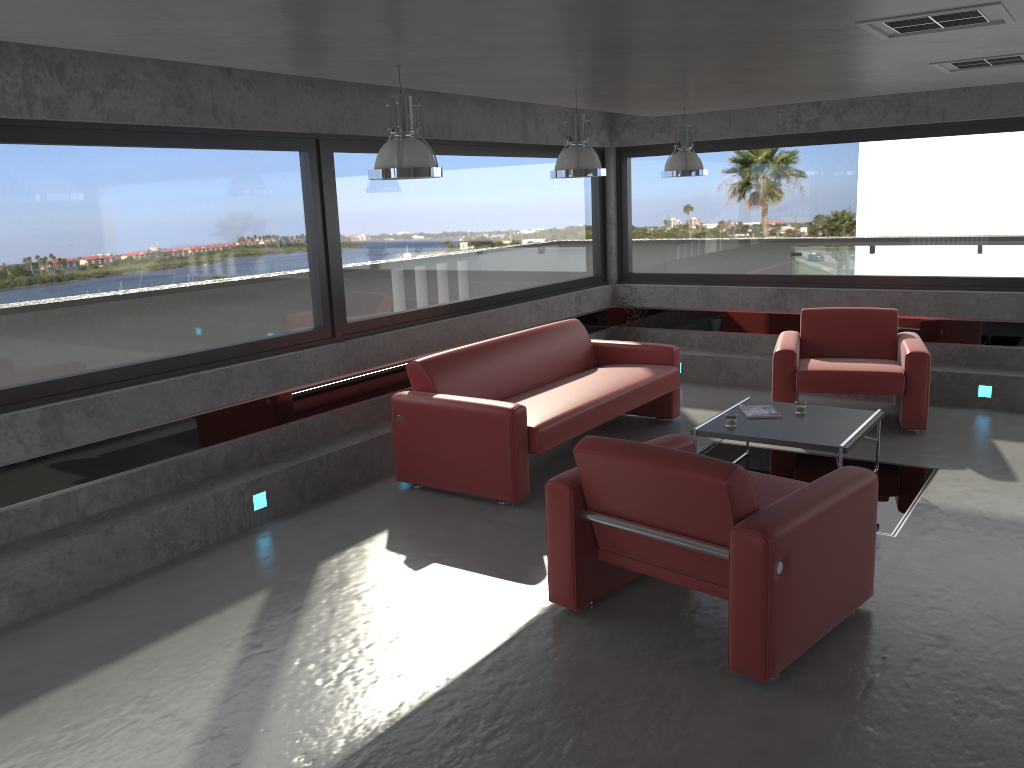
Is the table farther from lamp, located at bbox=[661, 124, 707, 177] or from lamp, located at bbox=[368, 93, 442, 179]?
lamp, located at bbox=[368, 93, 442, 179]

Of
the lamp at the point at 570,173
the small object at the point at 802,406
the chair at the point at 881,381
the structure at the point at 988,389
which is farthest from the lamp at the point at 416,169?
the structure at the point at 988,389

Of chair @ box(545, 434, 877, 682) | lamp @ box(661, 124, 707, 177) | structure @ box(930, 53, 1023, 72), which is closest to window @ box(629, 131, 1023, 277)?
lamp @ box(661, 124, 707, 177)

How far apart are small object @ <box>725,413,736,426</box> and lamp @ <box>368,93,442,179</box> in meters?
2.5 m

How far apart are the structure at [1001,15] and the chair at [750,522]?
1.98m

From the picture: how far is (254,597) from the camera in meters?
4.6 m

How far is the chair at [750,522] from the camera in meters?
3.5

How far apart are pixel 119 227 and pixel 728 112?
6.1 meters

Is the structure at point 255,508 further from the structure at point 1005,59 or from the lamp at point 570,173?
the structure at point 1005,59

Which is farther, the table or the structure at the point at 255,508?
the structure at the point at 255,508
